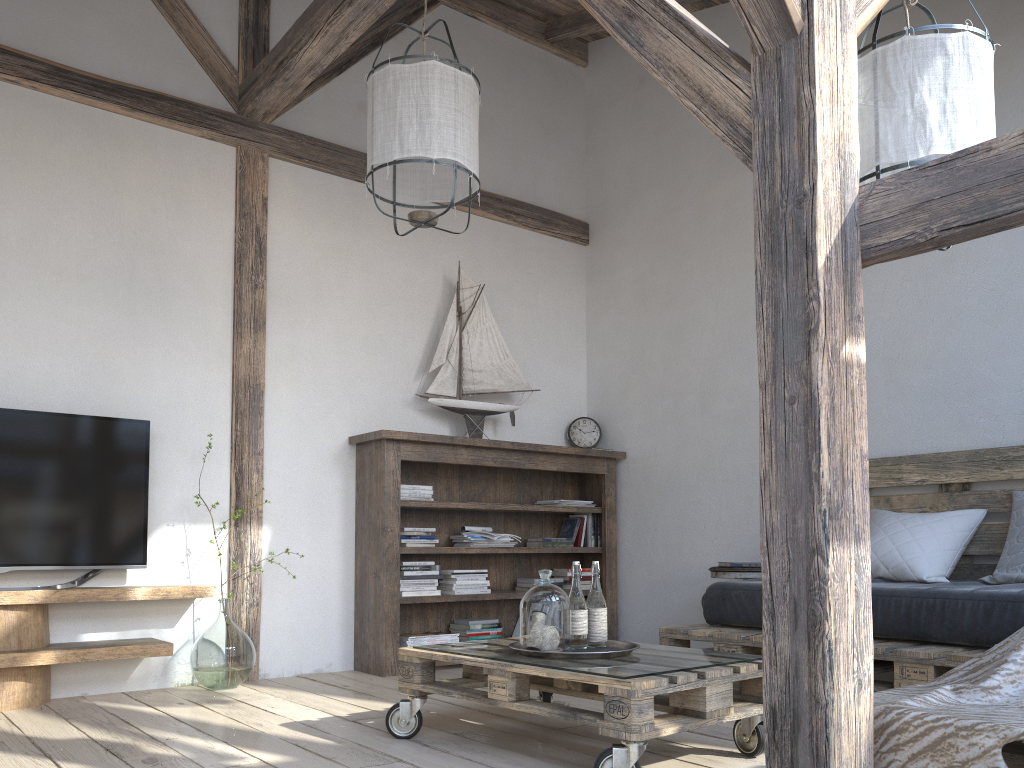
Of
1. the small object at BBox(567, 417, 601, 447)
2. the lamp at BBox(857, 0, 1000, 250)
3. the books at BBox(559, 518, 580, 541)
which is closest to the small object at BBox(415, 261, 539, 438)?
the small object at BBox(567, 417, 601, 447)

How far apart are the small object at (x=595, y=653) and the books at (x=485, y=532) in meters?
1.8 m

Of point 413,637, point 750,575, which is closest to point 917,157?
point 750,575

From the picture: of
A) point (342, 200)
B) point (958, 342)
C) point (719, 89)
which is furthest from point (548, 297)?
point (719, 89)

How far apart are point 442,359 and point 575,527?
1.2 meters

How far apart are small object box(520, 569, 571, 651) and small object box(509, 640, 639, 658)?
0.06m

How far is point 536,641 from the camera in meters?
2.5 m

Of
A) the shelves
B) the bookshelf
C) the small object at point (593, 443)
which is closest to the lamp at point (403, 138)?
the bookshelf

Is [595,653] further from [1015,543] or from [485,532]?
[485,532]

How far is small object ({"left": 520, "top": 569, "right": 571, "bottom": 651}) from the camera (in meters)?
2.50
